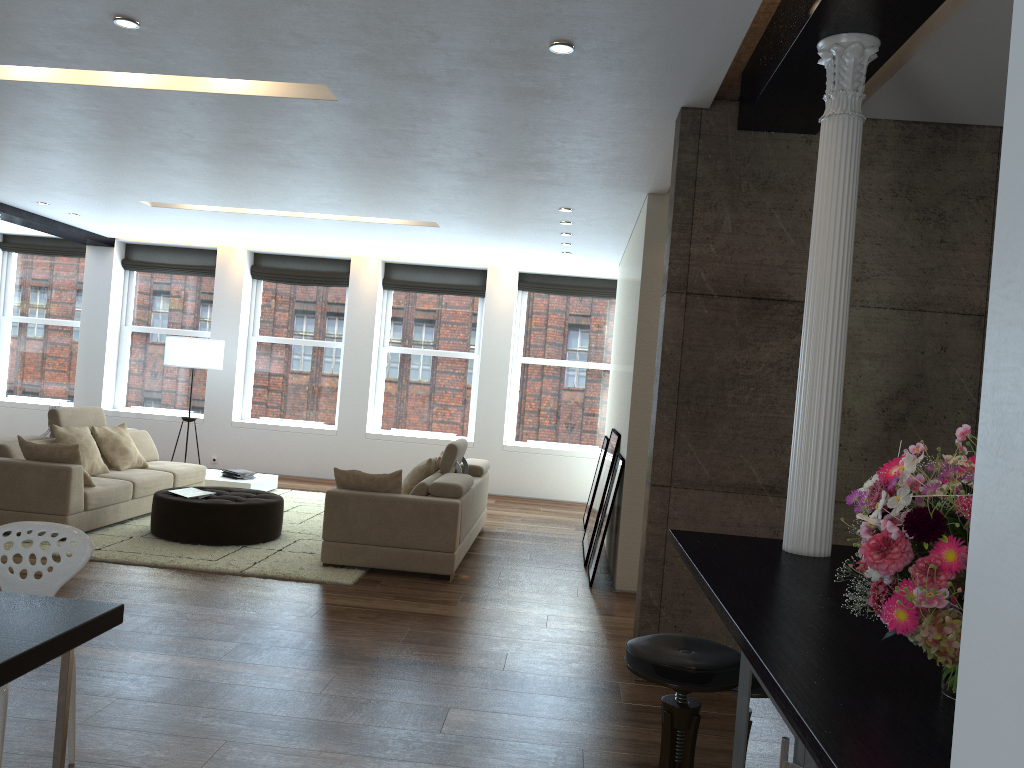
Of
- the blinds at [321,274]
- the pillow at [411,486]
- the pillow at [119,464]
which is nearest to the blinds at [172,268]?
the blinds at [321,274]

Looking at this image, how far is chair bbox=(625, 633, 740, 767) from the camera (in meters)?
2.64

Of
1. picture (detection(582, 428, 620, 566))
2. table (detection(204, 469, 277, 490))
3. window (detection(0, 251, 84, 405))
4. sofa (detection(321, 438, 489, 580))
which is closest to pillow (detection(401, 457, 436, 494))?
sofa (detection(321, 438, 489, 580))

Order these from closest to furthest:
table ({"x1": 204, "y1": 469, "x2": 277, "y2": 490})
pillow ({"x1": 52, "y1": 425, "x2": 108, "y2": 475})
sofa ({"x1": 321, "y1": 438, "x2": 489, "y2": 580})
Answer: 1. sofa ({"x1": 321, "y1": 438, "x2": 489, "y2": 580})
2. pillow ({"x1": 52, "y1": 425, "x2": 108, "y2": 475})
3. table ({"x1": 204, "y1": 469, "x2": 277, "y2": 490})

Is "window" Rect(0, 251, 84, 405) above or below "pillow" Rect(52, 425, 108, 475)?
above

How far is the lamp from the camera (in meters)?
10.74

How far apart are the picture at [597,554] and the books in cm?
324

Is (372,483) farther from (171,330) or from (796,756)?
(171,330)

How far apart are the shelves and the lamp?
10.13m

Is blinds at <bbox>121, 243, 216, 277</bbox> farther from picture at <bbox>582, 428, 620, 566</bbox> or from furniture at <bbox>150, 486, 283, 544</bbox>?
picture at <bbox>582, 428, 620, 566</bbox>
